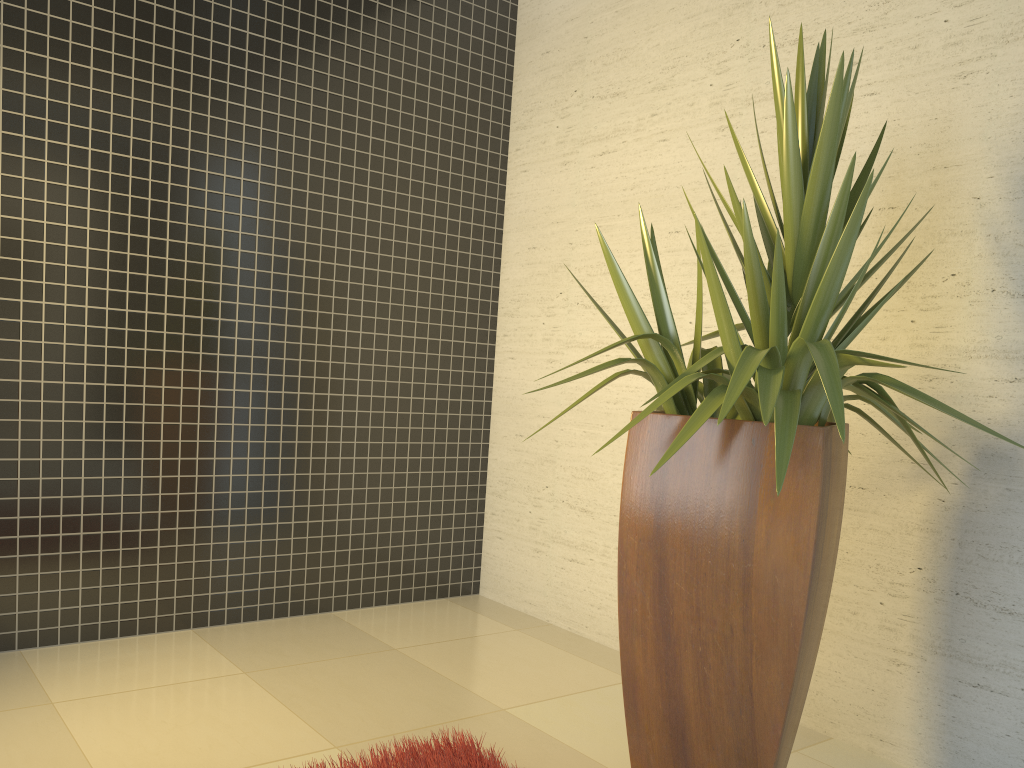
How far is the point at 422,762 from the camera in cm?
237

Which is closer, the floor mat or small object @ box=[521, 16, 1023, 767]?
small object @ box=[521, 16, 1023, 767]

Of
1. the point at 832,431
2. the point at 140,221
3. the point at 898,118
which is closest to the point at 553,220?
the point at 898,118

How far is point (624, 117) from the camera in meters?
3.9

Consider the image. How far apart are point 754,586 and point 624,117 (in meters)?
2.49

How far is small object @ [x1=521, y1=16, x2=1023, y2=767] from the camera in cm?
200

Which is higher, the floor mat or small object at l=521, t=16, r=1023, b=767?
small object at l=521, t=16, r=1023, b=767

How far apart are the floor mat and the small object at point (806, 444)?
0.4 meters

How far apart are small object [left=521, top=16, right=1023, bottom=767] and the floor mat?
0.4m
